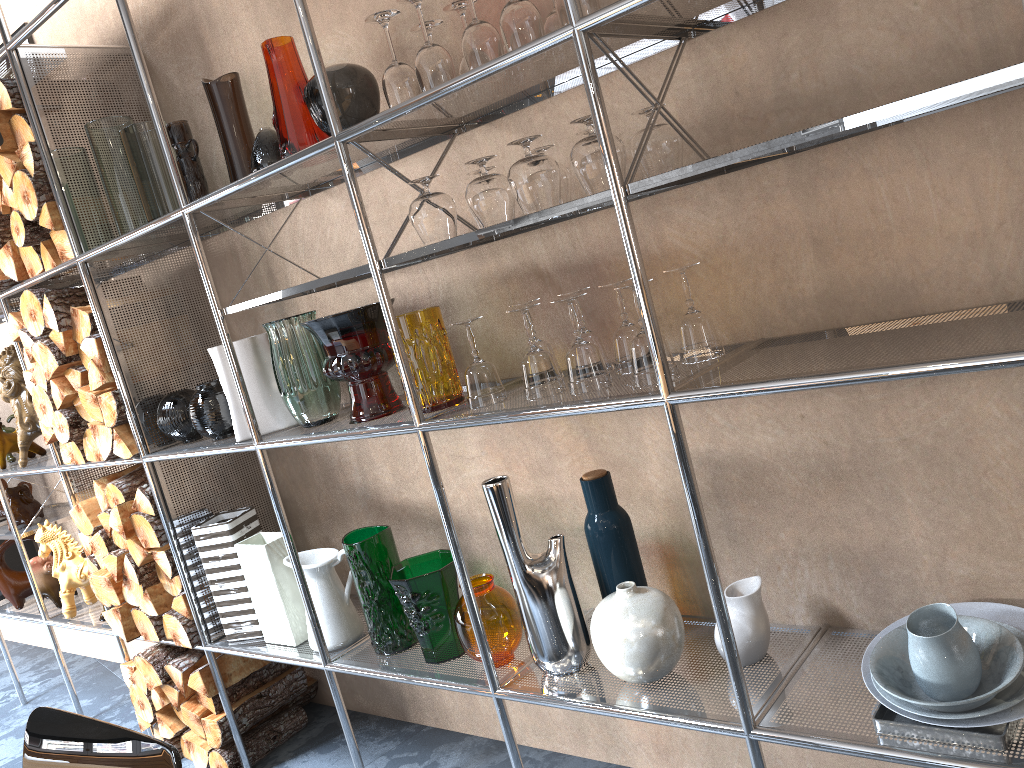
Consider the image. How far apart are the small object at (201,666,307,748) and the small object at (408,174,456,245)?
1.7 meters

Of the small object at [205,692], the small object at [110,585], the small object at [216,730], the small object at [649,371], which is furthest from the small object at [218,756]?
the small object at [649,371]

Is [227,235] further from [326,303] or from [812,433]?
[812,433]

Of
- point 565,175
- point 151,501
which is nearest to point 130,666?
point 151,501

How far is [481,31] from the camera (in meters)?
1.49

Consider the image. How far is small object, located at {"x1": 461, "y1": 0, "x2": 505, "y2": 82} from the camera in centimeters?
149cm

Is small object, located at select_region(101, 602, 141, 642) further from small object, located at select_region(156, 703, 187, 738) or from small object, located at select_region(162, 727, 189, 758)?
small object, located at select_region(162, 727, 189, 758)

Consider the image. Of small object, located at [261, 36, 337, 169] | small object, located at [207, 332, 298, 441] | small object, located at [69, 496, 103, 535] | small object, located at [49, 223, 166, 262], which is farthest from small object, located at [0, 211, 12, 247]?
small object, located at [261, 36, 337, 169]

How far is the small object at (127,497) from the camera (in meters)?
2.64

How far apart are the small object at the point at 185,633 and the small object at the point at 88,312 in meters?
0.8
